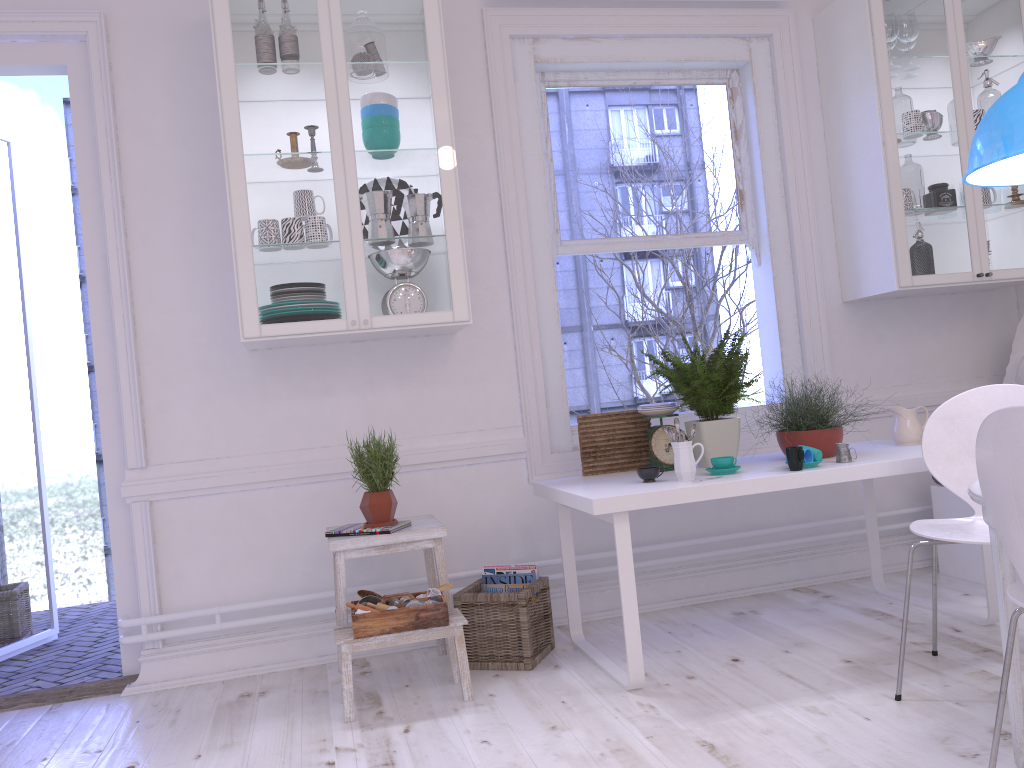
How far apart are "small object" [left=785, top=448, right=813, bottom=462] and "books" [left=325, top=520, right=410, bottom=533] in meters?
1.5 m

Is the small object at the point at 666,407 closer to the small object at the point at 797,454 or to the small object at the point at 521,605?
the small object at the point at 797,454

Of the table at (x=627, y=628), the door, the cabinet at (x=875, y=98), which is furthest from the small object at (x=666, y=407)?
the door

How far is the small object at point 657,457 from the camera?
3.33m

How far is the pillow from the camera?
4.0 meters

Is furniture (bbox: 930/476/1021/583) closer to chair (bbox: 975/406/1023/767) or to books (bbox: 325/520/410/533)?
chair (bbox: 975/406/1023/767)

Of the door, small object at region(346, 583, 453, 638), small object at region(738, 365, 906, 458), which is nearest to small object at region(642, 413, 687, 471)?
small object at region(738, 365, 906, 458)

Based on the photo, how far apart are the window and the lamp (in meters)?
1.52

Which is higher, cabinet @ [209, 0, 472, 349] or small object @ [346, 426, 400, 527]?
cabinet @ [209, 0, 472, 349]

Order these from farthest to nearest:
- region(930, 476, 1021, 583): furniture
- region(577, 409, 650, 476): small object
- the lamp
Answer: region(930, 476, 1021, 583): furniture, region(577, 409, 650, 476): small object, the lamp
